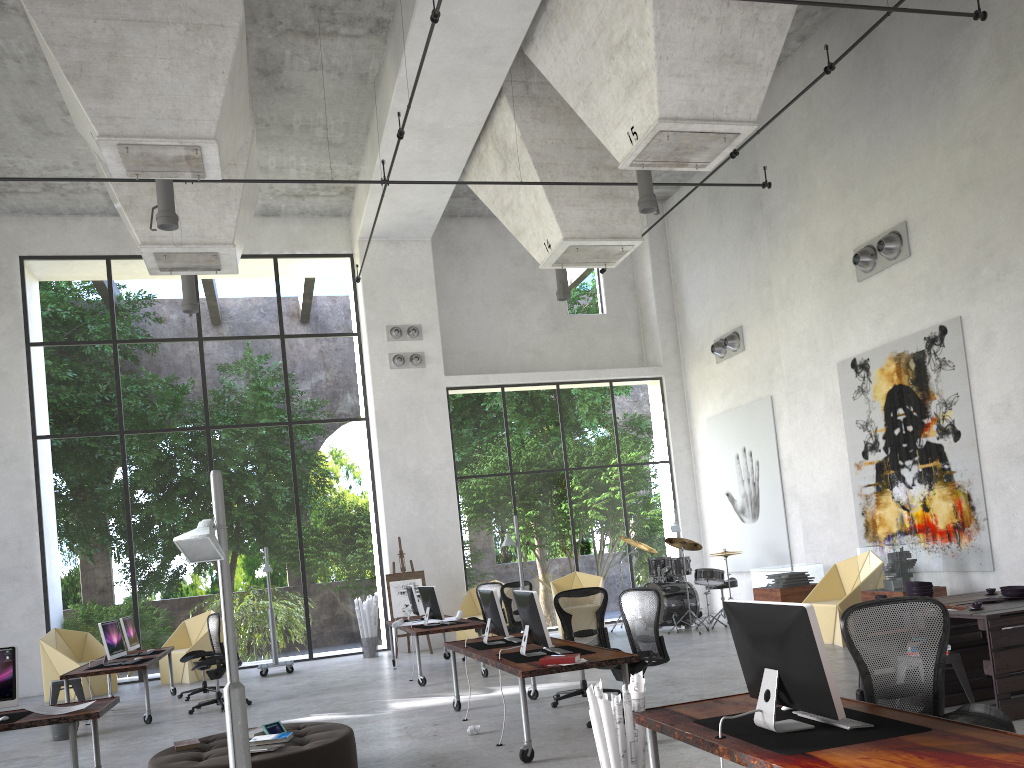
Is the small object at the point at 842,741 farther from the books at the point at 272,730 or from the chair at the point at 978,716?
the books at the point at 272,730

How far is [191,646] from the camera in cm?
1435

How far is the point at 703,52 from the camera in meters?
9.4 m

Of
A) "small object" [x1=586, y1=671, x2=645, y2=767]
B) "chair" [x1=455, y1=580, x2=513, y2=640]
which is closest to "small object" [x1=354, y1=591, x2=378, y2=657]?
"chair" [x1=455, y1=580, x2=513, y2=640]

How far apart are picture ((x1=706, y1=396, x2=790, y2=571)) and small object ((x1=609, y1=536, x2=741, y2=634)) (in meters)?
0.63

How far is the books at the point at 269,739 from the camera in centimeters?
620cm

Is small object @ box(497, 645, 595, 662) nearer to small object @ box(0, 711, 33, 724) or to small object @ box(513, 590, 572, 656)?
small object @ box(513, 590, 572, 656)

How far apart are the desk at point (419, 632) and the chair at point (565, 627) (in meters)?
2.40

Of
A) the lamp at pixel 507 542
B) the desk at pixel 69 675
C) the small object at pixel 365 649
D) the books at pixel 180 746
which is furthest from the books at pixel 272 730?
the small object at pixel 365 649

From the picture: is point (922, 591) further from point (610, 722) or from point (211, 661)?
point (211, 661)
